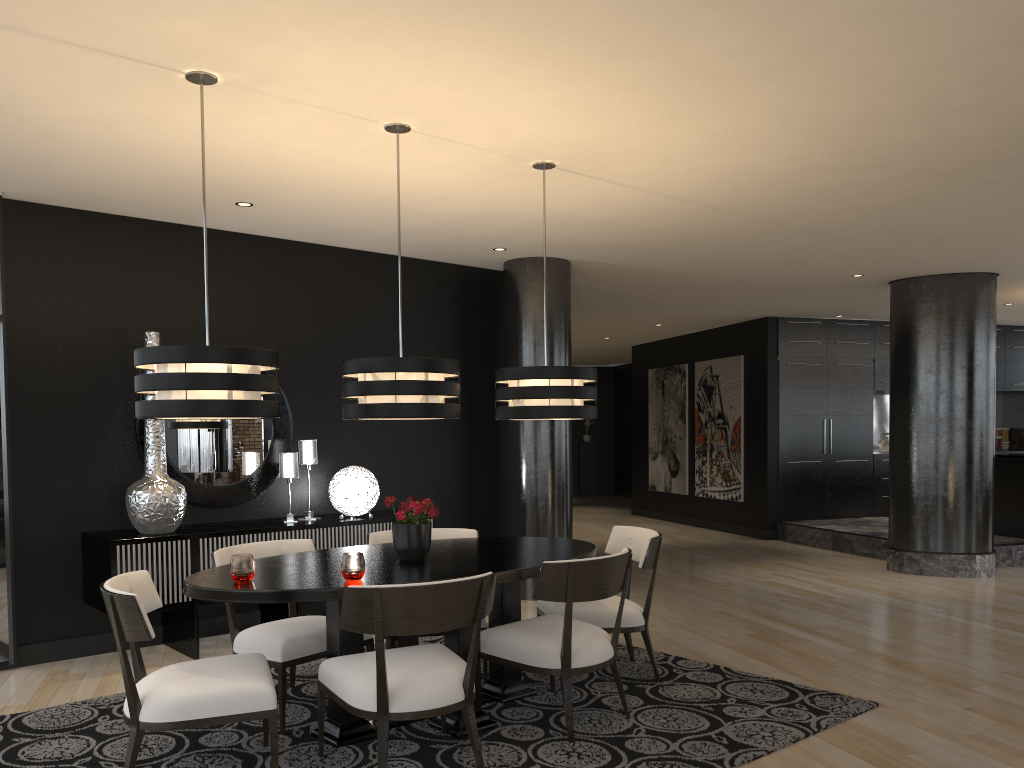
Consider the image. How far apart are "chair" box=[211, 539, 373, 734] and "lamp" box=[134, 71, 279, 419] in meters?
0.9

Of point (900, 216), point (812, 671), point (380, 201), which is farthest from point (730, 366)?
point (380, 201)

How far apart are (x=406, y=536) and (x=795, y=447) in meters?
8.0 m

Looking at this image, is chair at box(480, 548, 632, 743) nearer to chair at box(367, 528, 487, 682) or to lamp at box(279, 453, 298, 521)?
chair at box(367, 528, 487, 682)

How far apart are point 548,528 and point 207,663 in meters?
3.8

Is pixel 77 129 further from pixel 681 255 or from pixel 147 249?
pixel 681 255

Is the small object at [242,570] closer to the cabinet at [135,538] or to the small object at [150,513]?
the cabinet at [135,538]

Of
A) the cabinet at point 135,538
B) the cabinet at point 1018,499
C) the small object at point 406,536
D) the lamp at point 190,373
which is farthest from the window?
the cabinet at point 1018,499

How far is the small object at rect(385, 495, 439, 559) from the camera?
3.96m

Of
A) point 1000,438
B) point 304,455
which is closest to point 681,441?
point 1000,438
